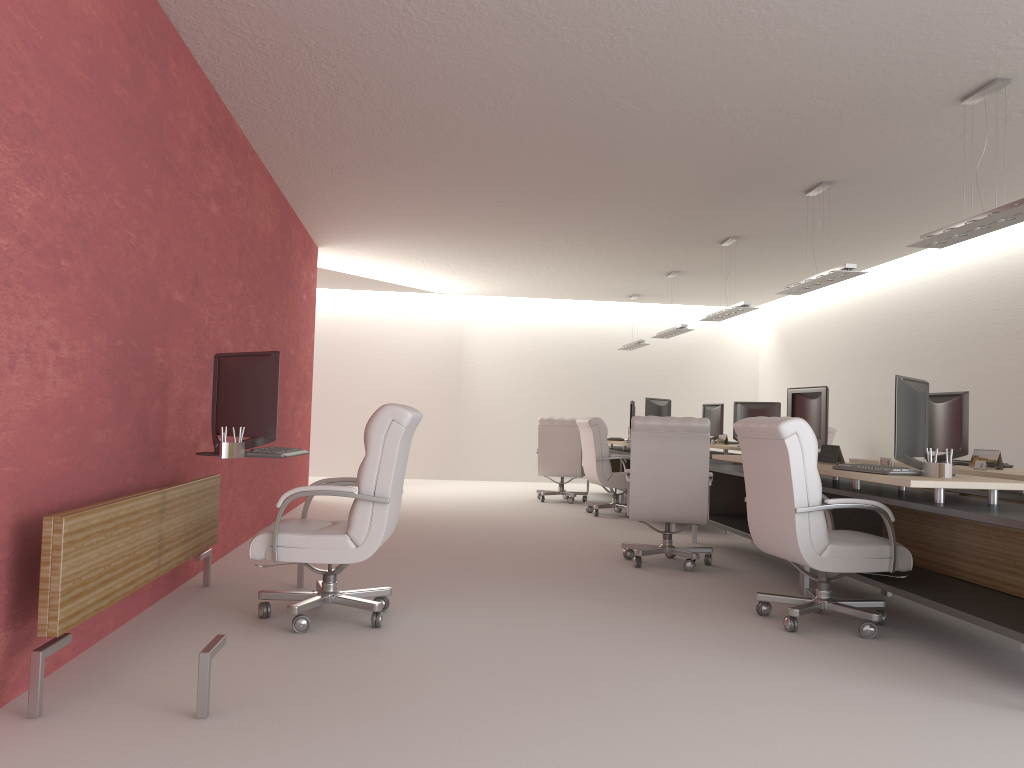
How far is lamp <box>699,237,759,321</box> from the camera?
13.4 meters

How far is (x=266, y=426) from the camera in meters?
6.4

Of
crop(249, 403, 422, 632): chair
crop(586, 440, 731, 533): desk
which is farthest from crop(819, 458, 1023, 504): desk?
crop(586, 440, 731, 533): desk

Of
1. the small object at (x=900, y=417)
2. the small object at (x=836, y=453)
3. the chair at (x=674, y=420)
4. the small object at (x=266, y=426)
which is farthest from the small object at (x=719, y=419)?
the small object at (x=266, y=426)

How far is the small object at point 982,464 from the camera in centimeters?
832cm

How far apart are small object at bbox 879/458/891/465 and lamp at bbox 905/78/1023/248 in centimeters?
210cm

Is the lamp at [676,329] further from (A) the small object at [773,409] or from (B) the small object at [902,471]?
(B) the small object at [902,471]

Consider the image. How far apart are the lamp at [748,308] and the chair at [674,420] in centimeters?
450cm

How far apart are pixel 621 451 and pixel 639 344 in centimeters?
450cm

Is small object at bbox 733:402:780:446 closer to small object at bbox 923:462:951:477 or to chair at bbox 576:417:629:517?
chair at bbox 576:417:629:517
